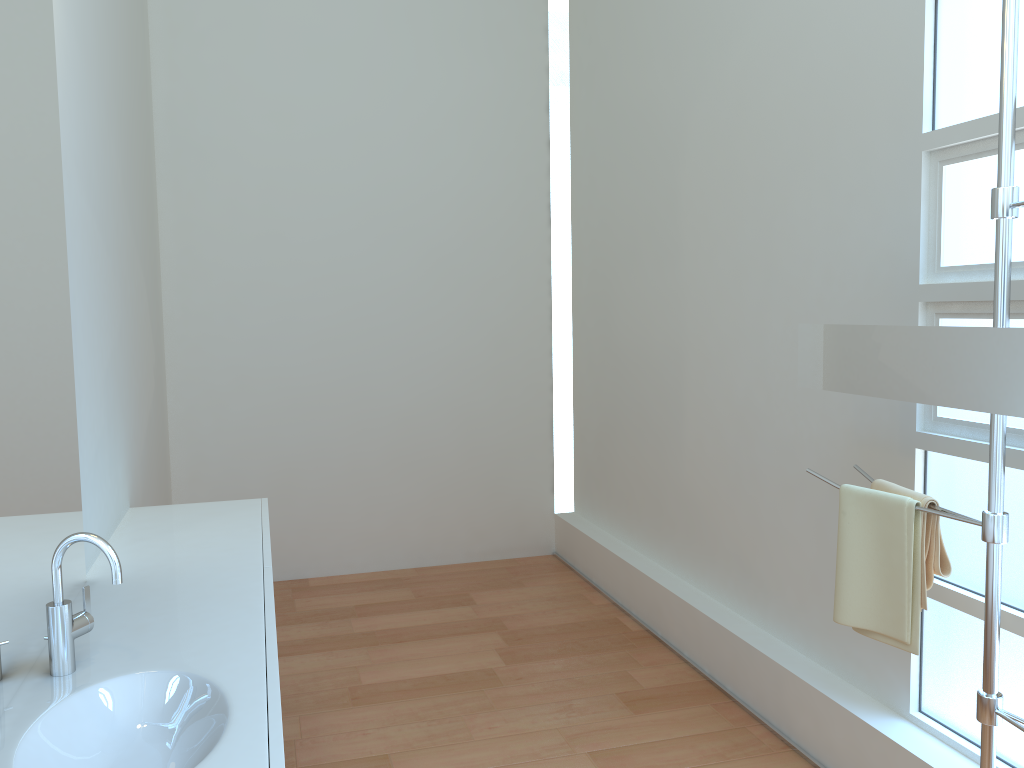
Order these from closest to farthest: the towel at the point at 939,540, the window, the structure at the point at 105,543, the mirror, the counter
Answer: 1. the counter
2. the structure at the point at 105,543
3. the mirror
4. the towel at the point at 939,540
5. the window

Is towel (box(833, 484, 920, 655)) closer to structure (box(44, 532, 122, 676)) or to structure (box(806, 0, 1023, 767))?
structure (box(806, 0, 1023, 767))

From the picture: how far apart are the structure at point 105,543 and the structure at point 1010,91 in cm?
167

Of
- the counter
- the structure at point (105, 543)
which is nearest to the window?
the counter

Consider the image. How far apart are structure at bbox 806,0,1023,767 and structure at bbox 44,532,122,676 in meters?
1.7 m

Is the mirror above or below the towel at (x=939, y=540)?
above

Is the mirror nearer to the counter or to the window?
the window

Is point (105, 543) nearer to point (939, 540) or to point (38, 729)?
point (38, 729)

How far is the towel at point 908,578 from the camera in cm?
200

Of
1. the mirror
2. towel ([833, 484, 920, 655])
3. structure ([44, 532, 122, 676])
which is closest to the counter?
structure ([44, 532, 122, 676])
